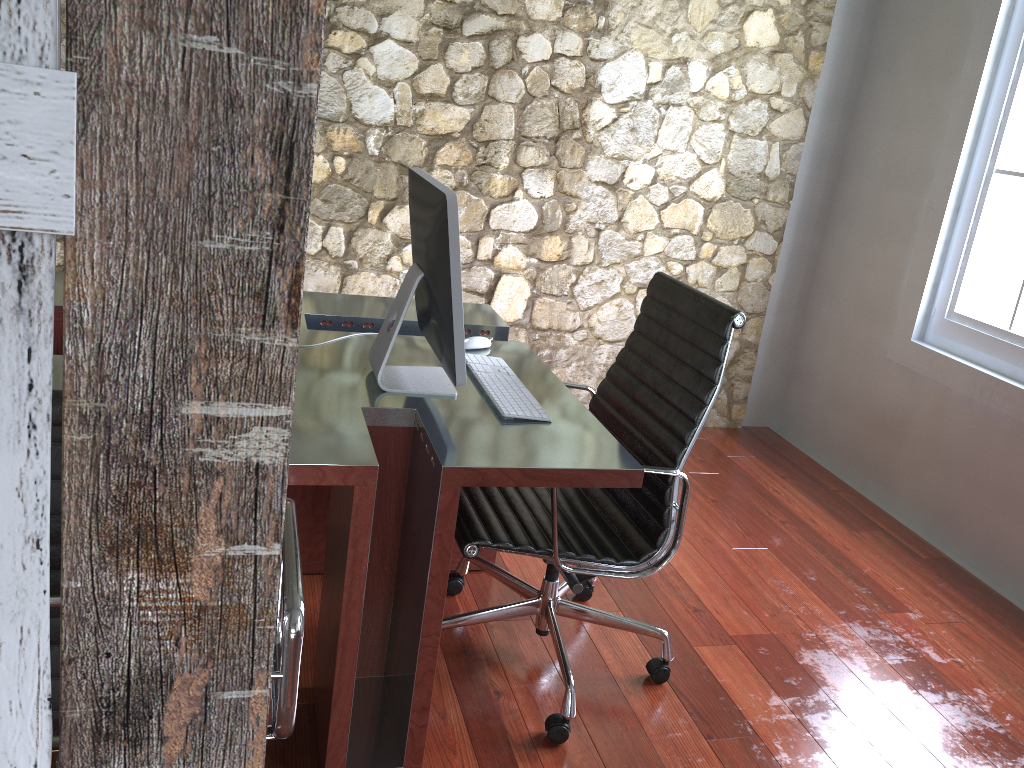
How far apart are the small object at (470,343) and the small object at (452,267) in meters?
0.2 m

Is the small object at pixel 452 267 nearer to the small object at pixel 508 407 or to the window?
the small object at pixel 508 407

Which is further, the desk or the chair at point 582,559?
the chair at point 582,559

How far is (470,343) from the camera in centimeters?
243cm

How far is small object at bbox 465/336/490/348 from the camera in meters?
2.4

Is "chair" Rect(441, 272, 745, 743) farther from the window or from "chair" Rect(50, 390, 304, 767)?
the window

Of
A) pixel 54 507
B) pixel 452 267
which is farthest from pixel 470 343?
pixel 54 507

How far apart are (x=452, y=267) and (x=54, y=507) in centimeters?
93cm

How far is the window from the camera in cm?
328

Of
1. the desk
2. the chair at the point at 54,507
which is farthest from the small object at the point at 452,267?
the chair at the point at 54,507
